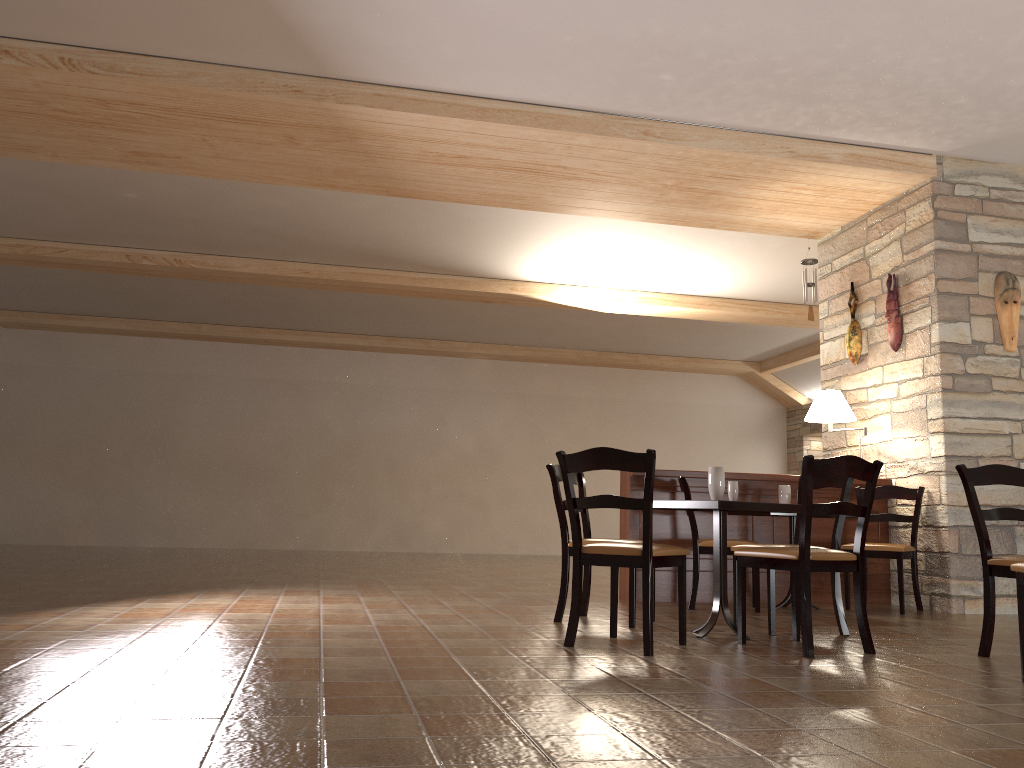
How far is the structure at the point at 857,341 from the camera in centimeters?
705cm

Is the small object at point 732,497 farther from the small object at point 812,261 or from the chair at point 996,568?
the small object at point 812,261

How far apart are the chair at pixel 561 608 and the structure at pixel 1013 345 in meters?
3.3 m

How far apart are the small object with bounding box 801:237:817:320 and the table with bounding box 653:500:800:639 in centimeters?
369cm

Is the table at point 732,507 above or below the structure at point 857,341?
below

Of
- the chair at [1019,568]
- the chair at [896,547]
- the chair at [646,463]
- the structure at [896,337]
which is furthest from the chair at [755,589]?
the chair at [1019,568]

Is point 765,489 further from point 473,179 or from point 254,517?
point 254,517

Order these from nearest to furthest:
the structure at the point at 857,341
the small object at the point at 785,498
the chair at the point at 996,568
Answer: the chair at the point at 996,568 → the small object at the point at 785,498 → the structure at the point at 857,341

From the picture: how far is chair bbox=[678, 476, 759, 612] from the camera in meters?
5.6

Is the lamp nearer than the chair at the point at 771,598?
No
